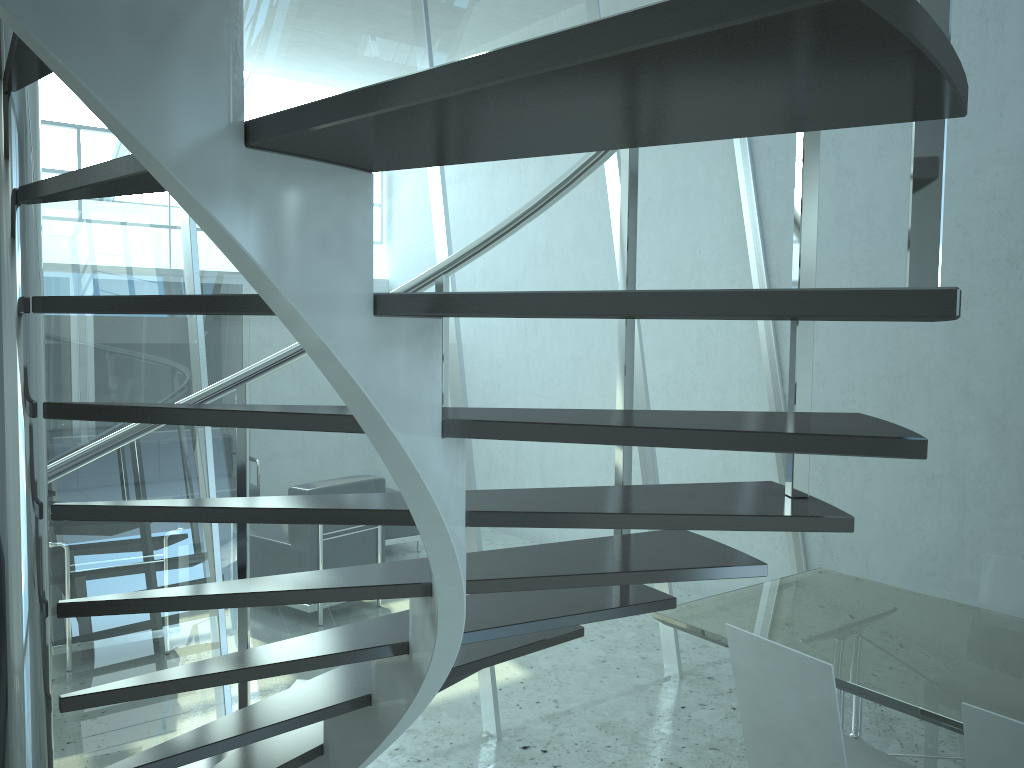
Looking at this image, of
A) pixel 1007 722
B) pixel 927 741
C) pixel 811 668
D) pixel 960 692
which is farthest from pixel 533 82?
pixel 927 741

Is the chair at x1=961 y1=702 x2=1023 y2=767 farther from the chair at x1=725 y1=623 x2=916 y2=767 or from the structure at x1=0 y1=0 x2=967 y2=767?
the structure at x1=0 y1=0 x2=967 y2=767

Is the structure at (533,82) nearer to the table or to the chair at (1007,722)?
the chair at (1007,722)

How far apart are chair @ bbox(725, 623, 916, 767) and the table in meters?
0.2 m

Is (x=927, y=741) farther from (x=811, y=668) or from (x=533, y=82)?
(x=533, y=82)

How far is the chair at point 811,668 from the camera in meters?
2.3 m

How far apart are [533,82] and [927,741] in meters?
3.2

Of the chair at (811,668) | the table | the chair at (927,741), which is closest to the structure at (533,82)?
the chair at (811,668)

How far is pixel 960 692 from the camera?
2.4m

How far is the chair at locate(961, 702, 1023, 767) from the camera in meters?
2.0 m
